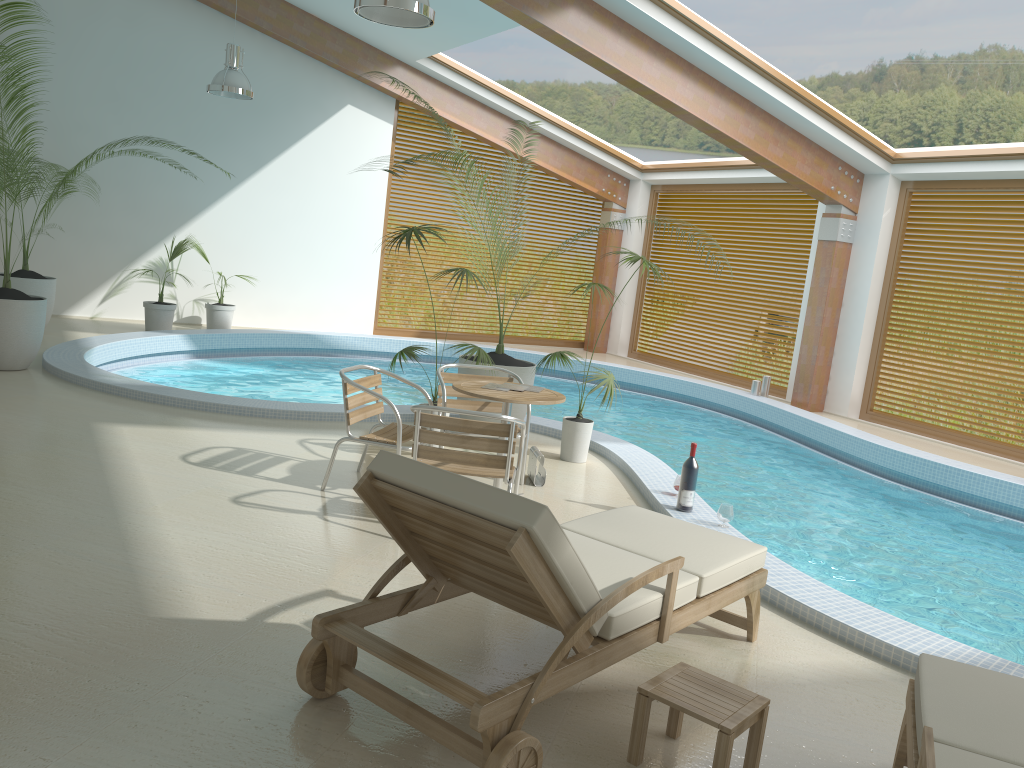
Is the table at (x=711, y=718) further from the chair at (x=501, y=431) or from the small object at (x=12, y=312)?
the small object at (x=12, y=312)

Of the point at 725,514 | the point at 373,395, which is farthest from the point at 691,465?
the point at 373,395

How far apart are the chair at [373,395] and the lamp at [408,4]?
2.24m

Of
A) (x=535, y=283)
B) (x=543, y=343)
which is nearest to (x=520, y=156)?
(x=543, y=343)

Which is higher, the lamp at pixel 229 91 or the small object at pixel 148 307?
the lamp at pixel 229 91

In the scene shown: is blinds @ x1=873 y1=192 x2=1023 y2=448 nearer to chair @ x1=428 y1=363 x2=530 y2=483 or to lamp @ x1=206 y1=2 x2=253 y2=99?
chair @ x1=428 y1=363 x2=530 y2=483

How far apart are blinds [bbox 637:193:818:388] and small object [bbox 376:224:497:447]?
7.61m

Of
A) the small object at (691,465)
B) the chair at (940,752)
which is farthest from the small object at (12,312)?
the chair at (940,752)

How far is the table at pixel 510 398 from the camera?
5.13m

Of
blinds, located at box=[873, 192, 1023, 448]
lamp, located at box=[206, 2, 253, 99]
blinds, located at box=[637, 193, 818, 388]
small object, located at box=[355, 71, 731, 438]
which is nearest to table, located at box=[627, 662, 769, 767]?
small object, located at box=[355, 71, 731, 438]
